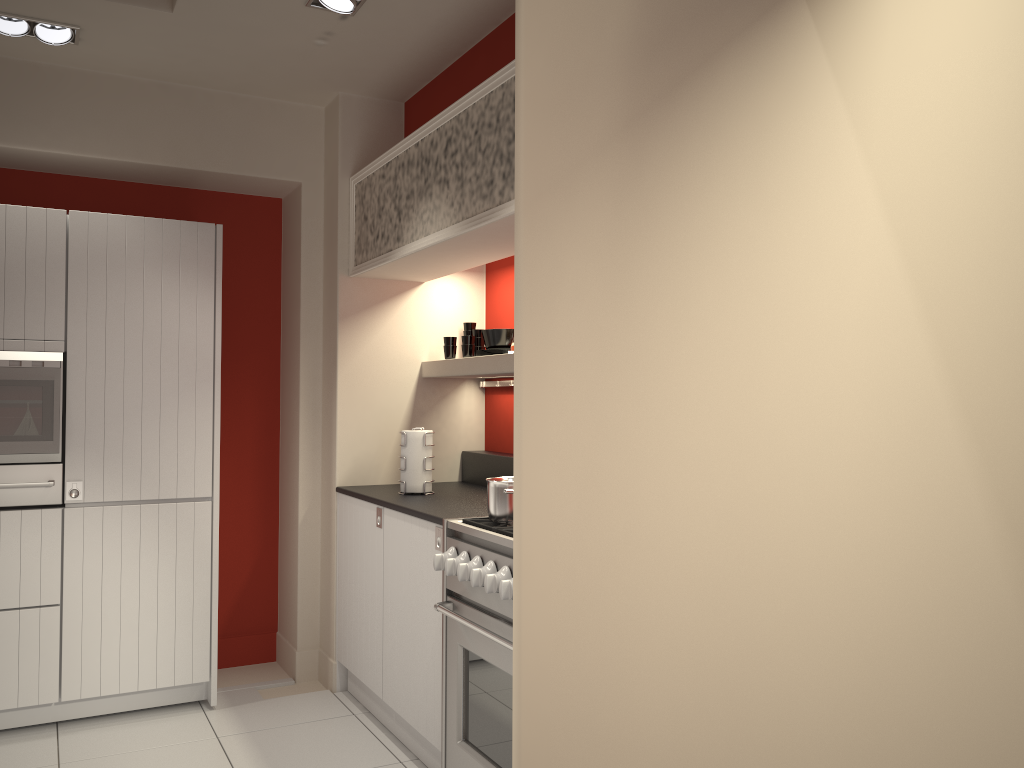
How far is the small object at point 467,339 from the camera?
4.43m

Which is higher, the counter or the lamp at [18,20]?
the lamp at [18,20]

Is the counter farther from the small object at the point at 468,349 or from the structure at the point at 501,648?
the small object at the point at 468,349

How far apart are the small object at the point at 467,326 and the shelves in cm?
29

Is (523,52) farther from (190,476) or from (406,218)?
(190,476)

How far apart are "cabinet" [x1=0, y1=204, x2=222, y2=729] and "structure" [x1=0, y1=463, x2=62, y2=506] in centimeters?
3cm

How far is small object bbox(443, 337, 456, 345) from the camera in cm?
451

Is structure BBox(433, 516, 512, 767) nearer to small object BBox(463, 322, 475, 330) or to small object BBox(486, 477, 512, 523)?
small object BBox(486, 477, 512, 523)

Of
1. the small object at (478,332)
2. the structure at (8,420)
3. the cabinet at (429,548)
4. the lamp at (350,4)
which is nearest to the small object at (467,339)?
the small object at (478,332)

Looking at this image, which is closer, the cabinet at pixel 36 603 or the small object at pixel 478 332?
the cabinet at pixel 36 603
